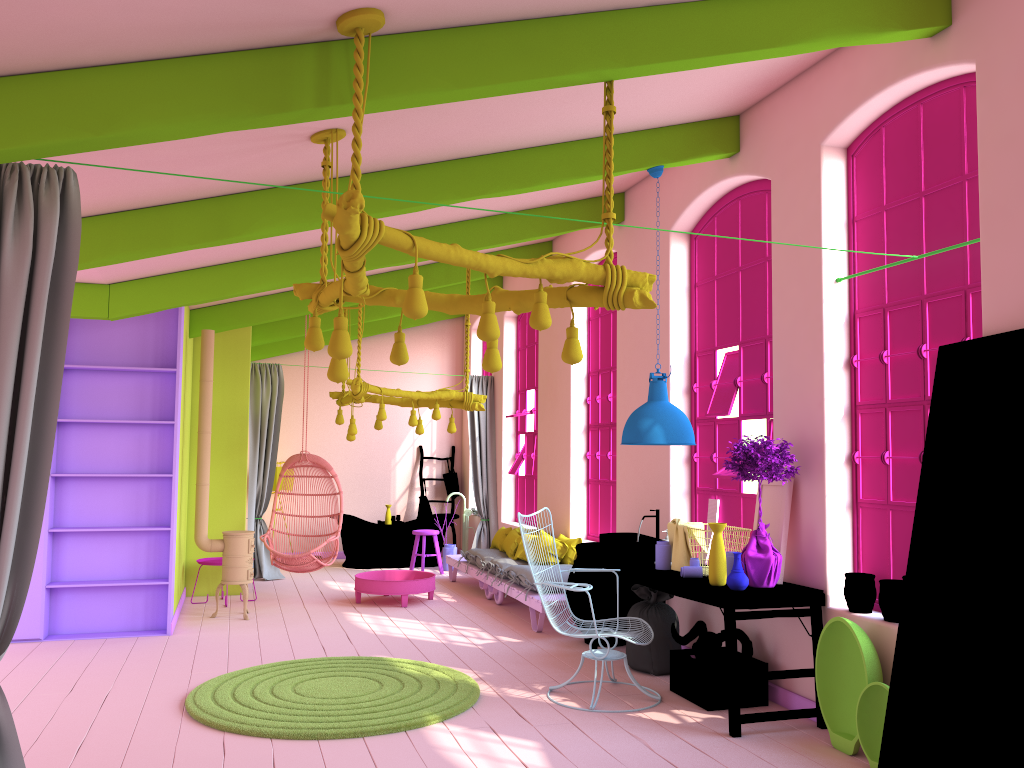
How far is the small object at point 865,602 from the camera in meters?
5.2

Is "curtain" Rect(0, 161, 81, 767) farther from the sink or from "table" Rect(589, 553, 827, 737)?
the sink

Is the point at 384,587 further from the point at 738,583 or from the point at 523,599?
the point at 738,583

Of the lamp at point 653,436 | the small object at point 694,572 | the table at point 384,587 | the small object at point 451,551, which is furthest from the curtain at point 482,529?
the small object at point 694,572

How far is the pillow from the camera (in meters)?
9.14

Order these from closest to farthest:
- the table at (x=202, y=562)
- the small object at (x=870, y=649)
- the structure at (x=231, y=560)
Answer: the small object at (x=870, y=649) → the structure at (x=231, y=560) → the table at (x=202, y=562)

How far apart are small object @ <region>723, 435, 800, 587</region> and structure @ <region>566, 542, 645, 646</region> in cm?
200

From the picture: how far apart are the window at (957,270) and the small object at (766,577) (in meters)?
0.37

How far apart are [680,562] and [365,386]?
4.0 meters

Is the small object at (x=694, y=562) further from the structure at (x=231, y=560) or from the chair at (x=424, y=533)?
the chair at (x=424, y=533)
